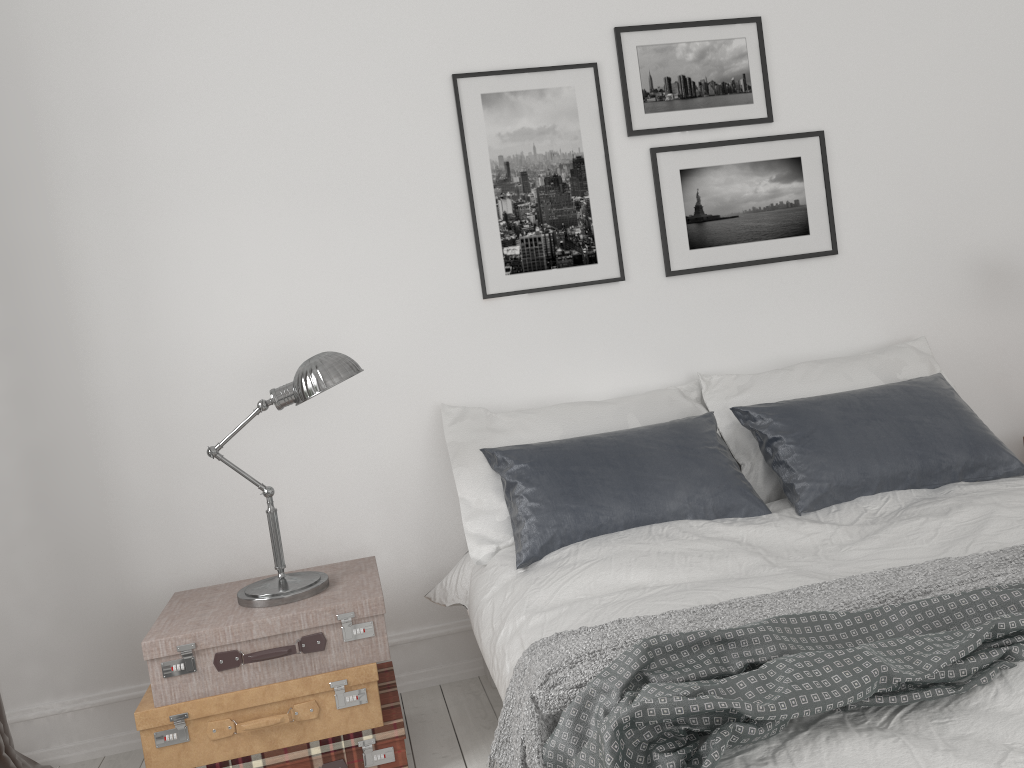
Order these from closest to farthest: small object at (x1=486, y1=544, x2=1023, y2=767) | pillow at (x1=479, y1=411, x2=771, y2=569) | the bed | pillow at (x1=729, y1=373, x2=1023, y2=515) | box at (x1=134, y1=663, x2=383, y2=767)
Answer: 1. the bed
2. small object at (x1=486, y1=544, x2=1023, y2=767)
3. box at (x1=134, y1=663, x2=383, y2=767)
4. pillow at (x1=479, y1=411, x2=771, y2=569)
5. pillow at (x1=729, y1=373, x2=1023, y2=515)

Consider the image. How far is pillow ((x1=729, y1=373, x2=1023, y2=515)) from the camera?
2.8 meters

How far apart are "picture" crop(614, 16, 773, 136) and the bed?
1.45m

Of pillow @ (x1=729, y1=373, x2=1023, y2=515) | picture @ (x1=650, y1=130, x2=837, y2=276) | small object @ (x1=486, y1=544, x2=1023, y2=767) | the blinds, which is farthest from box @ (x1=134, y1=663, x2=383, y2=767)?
picture @ (x1=650, y1=130, x2=837, y2=276)

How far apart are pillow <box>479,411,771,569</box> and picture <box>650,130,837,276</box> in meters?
0.6 m

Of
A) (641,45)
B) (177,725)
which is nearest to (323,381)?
(177,725)

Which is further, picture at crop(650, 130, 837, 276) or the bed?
picture at crop(650, 130, 837, 276)

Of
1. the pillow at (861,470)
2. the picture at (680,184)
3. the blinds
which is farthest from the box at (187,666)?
the picture at (680,184)

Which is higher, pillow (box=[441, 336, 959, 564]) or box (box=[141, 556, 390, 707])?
pillow (box=[441, 336, 959, 564])

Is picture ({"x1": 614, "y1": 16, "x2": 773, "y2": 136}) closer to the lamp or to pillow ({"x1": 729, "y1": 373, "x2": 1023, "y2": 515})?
pillow ({"x1": 729, "y1": 373, "x2": 1023, "y2": 515})
